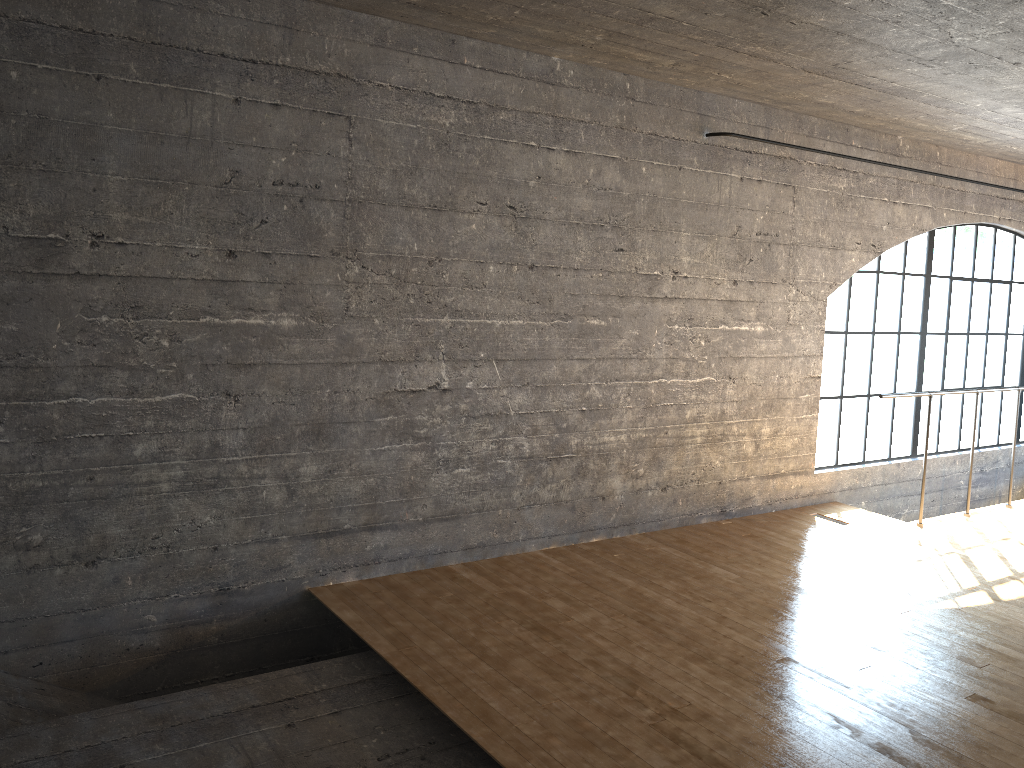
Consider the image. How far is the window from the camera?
6.68m

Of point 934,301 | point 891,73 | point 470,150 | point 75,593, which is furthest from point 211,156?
point 934,301

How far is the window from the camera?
6.7m
